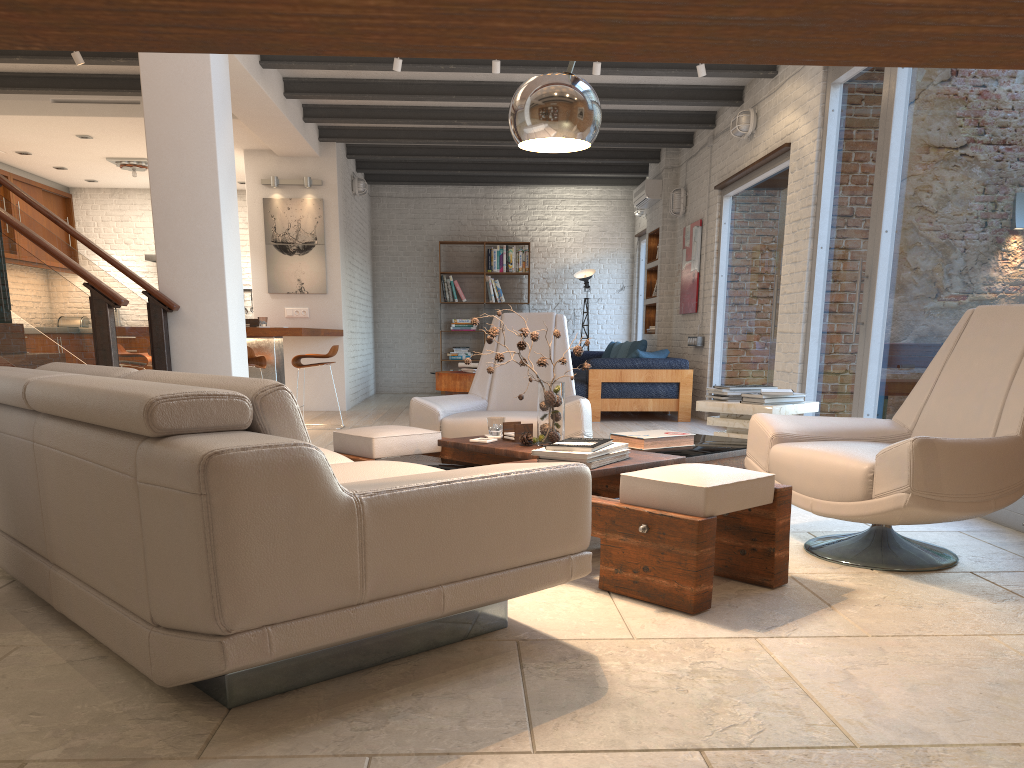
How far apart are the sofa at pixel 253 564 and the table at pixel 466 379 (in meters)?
6.63

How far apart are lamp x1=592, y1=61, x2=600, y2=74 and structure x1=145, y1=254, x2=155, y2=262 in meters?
→ 7.8

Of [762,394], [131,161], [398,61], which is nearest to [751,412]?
[762,394]

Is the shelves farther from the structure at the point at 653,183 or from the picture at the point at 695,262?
the picture at the point at 695,262

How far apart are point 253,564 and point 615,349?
10.20m

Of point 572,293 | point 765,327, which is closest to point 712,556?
point 765,327

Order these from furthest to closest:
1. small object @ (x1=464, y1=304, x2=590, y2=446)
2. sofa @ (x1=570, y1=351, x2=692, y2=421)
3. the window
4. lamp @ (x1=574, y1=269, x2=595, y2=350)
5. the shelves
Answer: lamp @ (x1=574, y1=269, x2=595, y2=350), the shelves, sofa @ (x1=570, y1=351, x2=692, y2=421), the window, small object @ (x1=464, y1=304, x2=590, y2=446)

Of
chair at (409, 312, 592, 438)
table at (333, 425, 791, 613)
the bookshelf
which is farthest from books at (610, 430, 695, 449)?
the bookshelf

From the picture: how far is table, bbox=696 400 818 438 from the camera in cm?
480

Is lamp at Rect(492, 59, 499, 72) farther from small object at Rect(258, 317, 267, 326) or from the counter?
small object at Rect(258, 317, 267, 326)
